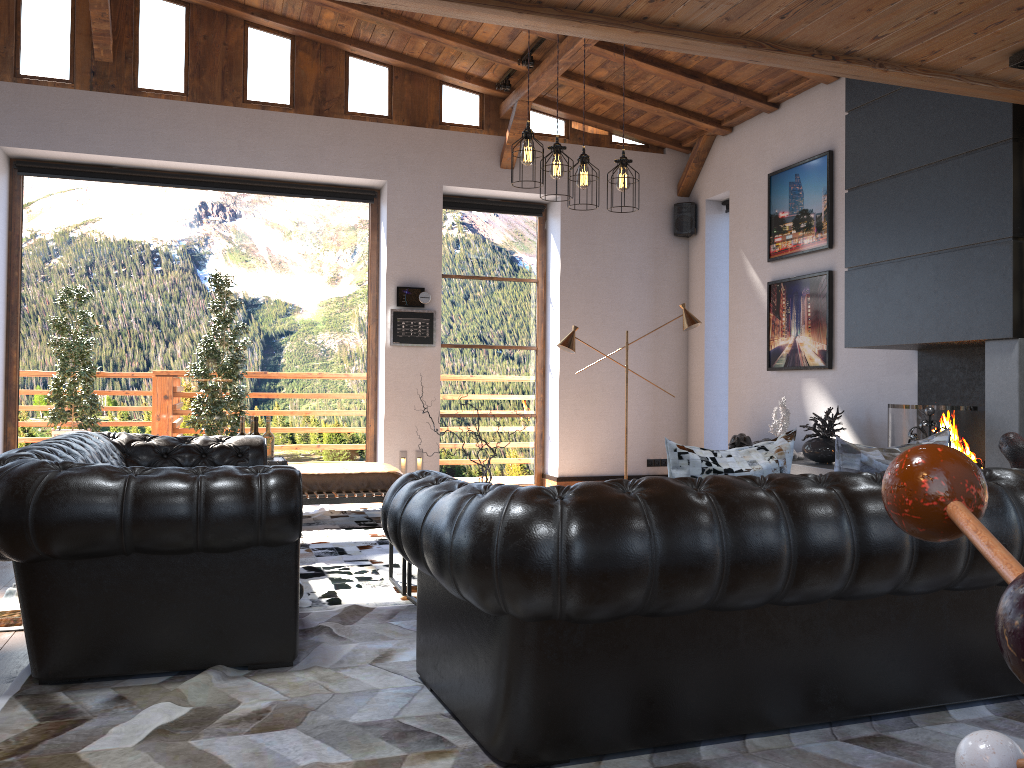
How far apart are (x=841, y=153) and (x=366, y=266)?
4.52m

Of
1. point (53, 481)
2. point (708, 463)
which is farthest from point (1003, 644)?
point (53, 481)

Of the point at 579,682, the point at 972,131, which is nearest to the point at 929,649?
the point at 579,682

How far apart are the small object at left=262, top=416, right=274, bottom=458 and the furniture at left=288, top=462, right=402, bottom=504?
1.0m

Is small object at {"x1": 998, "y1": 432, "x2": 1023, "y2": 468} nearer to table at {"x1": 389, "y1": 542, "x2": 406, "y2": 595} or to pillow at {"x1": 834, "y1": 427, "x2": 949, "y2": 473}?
pillow at {"x1": 834, "y1": 427, "x2": 949, "y2": 473}

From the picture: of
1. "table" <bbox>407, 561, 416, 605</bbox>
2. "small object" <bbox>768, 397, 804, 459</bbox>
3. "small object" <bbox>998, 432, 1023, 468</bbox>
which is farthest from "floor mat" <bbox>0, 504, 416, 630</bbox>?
"small object" <bbox>768, 397, 804, 459</bbox>

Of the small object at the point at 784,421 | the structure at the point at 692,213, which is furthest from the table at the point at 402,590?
the structure at the point at 692,213

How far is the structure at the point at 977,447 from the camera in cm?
533

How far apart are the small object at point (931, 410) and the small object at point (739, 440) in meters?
2.5

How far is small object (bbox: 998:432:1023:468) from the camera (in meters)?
3.84
